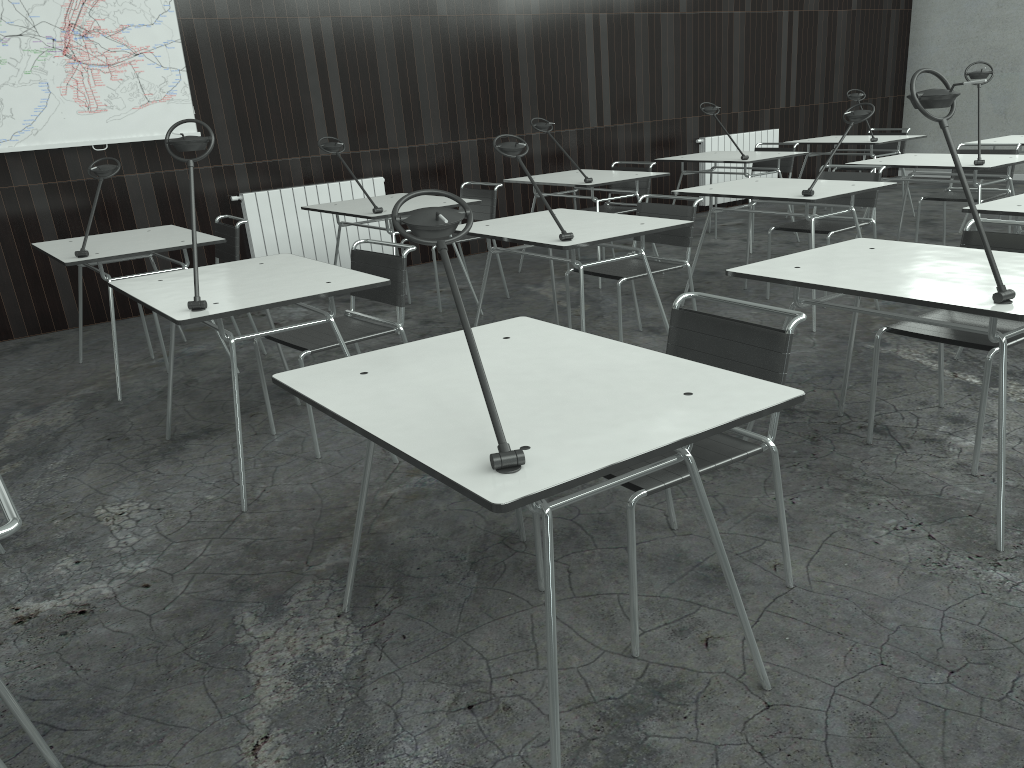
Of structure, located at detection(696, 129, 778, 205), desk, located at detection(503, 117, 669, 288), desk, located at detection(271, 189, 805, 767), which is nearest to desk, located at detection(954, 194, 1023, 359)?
desk, located at detection(271, 189, 805, 767)

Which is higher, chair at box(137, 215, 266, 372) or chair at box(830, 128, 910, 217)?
chair at box(137, 215, 266, 372)

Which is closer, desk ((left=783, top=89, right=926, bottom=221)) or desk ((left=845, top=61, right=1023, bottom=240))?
desk ((left=845, top=61, right=1023, bottom=240))

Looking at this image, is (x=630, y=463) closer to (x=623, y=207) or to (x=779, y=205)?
(x=623, y=207)

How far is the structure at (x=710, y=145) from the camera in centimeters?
827cm

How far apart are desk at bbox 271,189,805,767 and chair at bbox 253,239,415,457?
1.1m

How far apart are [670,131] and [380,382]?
6.83m

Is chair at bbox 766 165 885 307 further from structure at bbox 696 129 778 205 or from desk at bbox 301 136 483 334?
Answer: structure at bbox 696 129 778 205

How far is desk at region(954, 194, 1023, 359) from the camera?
3.4 meters

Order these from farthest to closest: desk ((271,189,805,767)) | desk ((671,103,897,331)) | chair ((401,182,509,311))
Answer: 1. chair ((401,182,509,311))
2. desk ((671,103,897,331))
3. desk ((271,189,805,767))
